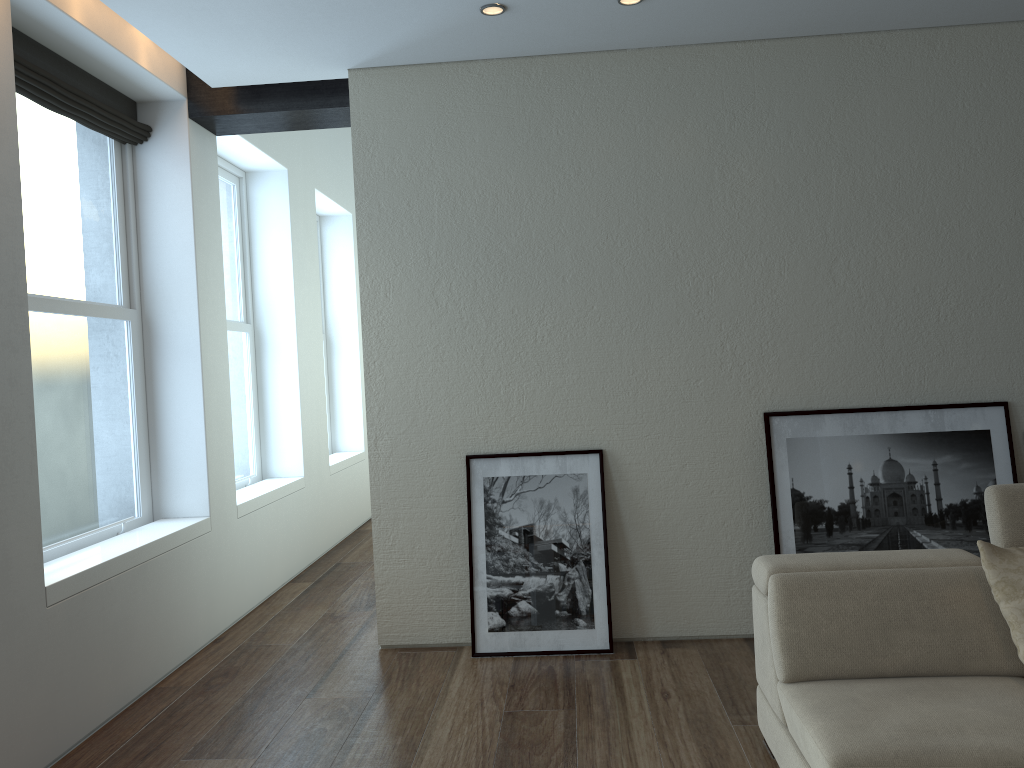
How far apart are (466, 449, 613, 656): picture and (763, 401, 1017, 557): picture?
0.8m

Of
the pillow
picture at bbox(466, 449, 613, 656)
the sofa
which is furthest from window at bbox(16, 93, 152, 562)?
the pillow

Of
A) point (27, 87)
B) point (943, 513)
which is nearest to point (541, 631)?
point (943, 513)

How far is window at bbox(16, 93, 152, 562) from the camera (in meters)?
4.04

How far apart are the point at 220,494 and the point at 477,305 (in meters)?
1.91

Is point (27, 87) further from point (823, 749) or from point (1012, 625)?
point (1012, 625)

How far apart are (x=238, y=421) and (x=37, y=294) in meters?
2.4 m

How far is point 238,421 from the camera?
6.3 meters

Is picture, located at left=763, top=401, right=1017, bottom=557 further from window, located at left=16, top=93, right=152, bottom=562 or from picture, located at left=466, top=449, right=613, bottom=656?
window, located at left=16, top=93, right=152, bottom=562

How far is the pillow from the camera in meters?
2.7 m
